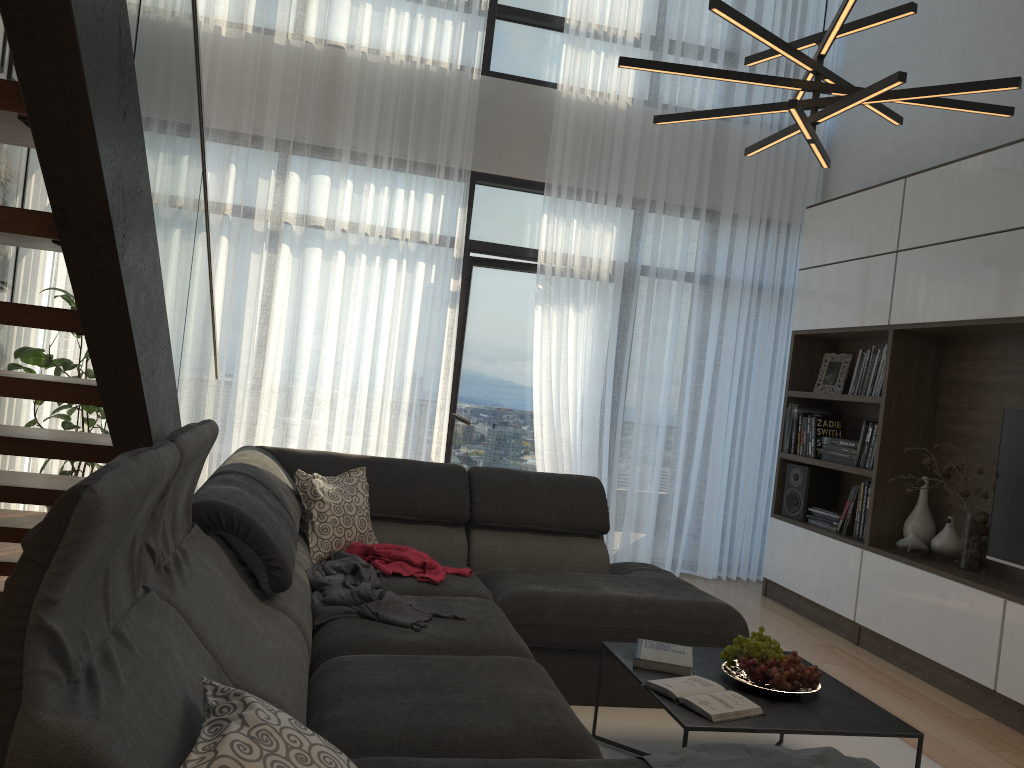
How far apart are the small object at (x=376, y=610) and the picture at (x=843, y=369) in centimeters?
343cm

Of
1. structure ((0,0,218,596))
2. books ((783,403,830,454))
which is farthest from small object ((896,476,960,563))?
structure ((0,0,218,596))

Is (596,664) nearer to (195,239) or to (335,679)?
(335,679)

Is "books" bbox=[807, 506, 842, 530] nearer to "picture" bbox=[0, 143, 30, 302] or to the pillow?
the pillow

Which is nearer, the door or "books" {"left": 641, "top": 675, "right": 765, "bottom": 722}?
"books" {"left": 641, "top": 675, "right": 765, "bottom": 722}

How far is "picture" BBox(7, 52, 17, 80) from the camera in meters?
4.2

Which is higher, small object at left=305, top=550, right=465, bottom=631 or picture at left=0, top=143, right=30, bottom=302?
picture at left=0, top=143, right=30, bottom=302

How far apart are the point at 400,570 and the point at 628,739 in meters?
1.0 m

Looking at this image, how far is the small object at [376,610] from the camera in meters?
2.7

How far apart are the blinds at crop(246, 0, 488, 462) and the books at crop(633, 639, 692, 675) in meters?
2.8
